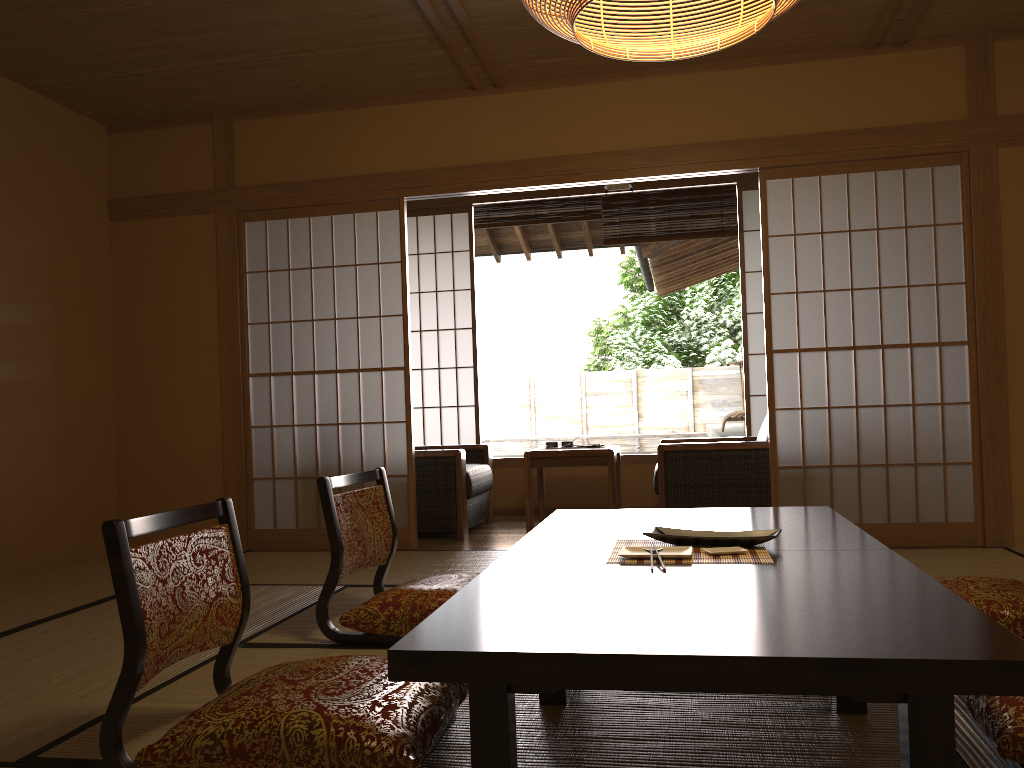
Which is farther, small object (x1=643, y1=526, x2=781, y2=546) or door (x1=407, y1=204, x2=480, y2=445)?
door (x1=407, y1=204, x2=480, y2=445)

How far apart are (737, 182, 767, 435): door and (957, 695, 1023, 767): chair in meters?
4.2

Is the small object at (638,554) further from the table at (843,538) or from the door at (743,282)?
the door at (743,282)

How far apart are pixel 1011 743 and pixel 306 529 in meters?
4.0 m

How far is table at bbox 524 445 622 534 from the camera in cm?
520

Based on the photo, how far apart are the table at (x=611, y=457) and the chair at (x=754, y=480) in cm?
26

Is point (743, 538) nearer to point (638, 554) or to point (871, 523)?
point (638, 554)

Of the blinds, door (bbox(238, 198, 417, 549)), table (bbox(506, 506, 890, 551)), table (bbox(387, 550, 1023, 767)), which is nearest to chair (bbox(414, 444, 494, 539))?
door (bbox(238, 198, 417, 549))

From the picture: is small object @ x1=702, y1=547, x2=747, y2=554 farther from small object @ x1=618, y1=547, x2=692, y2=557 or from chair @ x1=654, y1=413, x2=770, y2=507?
chair @ x1=654, y1=413, x2=770, y2=507

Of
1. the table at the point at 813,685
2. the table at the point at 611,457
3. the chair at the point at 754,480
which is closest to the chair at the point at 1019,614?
the table at the point at 813,685
